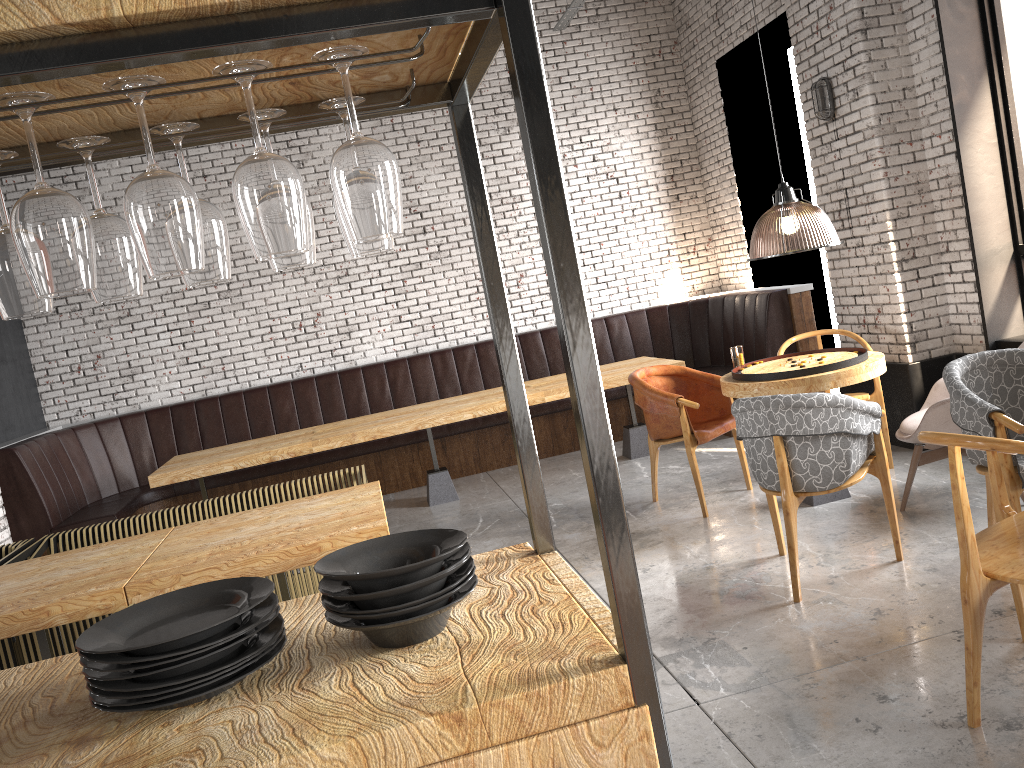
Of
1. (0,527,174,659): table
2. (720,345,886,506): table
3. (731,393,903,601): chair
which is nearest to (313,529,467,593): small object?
(0,527,174,659): table

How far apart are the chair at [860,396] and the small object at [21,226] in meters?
5.2

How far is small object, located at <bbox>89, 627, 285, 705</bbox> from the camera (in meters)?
1.30

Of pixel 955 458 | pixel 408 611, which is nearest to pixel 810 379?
pixel 955 458

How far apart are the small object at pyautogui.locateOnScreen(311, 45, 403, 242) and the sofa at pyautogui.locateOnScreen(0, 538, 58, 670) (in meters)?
4.10

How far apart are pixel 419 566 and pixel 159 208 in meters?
0.6 m

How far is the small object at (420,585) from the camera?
1.4m

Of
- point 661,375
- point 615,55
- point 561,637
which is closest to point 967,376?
point 661,375

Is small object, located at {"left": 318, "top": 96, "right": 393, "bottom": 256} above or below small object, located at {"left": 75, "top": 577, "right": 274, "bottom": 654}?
above

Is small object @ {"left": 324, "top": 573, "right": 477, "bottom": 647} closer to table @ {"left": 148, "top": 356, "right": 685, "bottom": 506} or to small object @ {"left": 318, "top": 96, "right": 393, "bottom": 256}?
small object @ {"left": 318, "top": 96, "right": 393, "bottom": 256}
